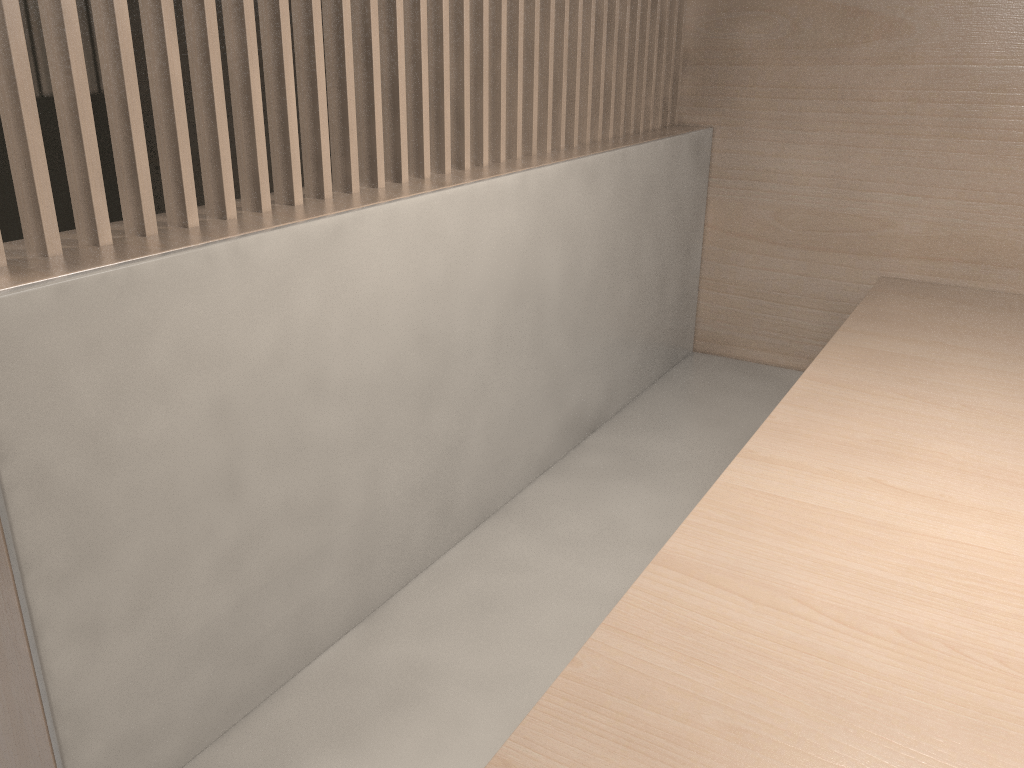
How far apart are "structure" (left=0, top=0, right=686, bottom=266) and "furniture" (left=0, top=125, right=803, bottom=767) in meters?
0.0

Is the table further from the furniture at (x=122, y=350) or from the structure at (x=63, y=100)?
the structure at (x=63, y=100)

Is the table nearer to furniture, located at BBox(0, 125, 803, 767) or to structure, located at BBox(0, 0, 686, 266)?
furniture, located at BBox(0, 125, 803, 767)

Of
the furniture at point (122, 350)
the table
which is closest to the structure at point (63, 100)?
the furniture at point (122, 350)

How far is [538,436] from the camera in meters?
1.0

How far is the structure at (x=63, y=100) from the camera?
0.5 meters

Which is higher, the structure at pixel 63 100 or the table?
the structure at pixel 63 100

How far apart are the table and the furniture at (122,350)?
0.2 meters

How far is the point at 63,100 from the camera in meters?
0.5

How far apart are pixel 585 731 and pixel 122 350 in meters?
0.3
